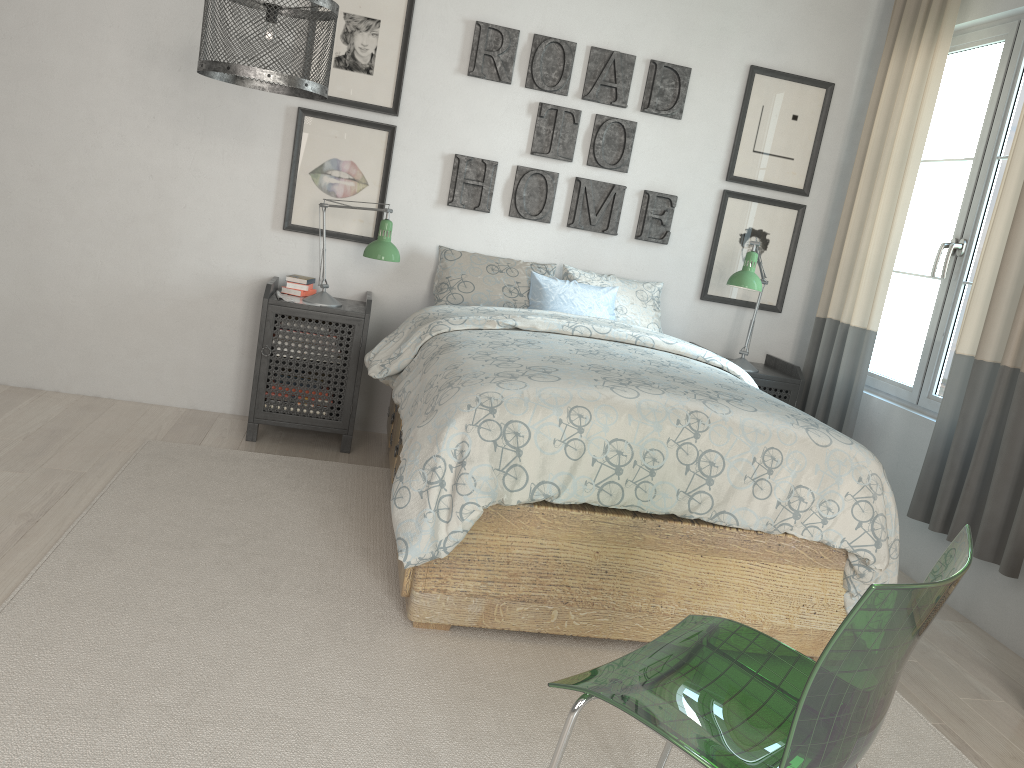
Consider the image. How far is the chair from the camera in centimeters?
106cm

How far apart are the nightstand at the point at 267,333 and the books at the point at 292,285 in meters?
0.1

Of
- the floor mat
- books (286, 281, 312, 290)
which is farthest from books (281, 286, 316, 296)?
the floor mat

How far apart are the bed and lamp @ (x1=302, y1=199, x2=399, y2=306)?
0.3 meters

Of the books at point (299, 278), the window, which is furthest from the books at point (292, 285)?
the window

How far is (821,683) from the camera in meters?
1.1

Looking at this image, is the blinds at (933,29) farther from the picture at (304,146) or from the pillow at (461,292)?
the picture at (304,146)

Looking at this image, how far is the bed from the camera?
2.2m

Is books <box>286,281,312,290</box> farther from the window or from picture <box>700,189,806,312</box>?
the window

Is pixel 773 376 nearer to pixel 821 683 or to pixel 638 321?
pixel 638 321
